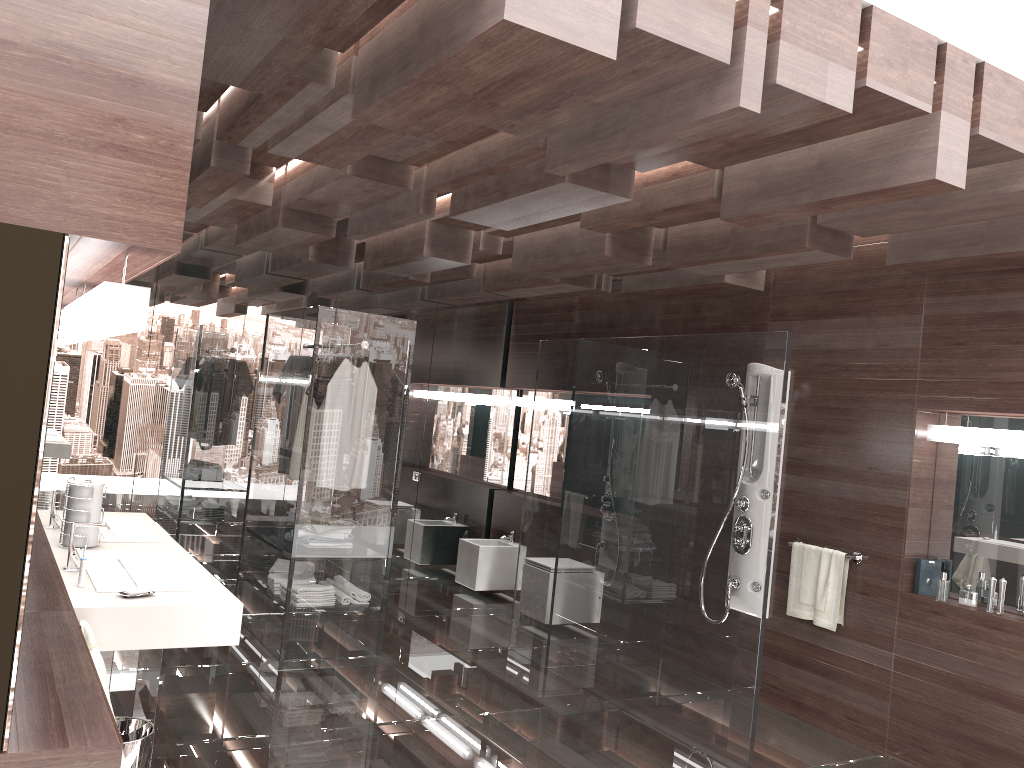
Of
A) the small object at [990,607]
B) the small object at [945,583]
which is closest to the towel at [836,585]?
the small object at [945,583]

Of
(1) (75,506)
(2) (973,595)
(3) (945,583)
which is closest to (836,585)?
(3) (945,583)

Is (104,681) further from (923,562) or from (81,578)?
(923,562)

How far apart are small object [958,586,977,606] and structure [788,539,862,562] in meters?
0.5 m

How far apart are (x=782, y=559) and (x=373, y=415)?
2.5m

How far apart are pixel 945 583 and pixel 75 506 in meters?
3.9 m

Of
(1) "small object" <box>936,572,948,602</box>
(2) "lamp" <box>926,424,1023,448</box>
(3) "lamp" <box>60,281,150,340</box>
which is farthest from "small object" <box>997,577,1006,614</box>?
(3) "lamp" <box>60,281,150,340</box>

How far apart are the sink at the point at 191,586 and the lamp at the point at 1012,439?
3.46m

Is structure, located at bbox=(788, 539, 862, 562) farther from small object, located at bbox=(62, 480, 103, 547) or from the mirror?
small object, located at bbox=(62, 480, 103, 547)

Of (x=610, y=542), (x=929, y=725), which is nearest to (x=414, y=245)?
(x=610, y=542)
